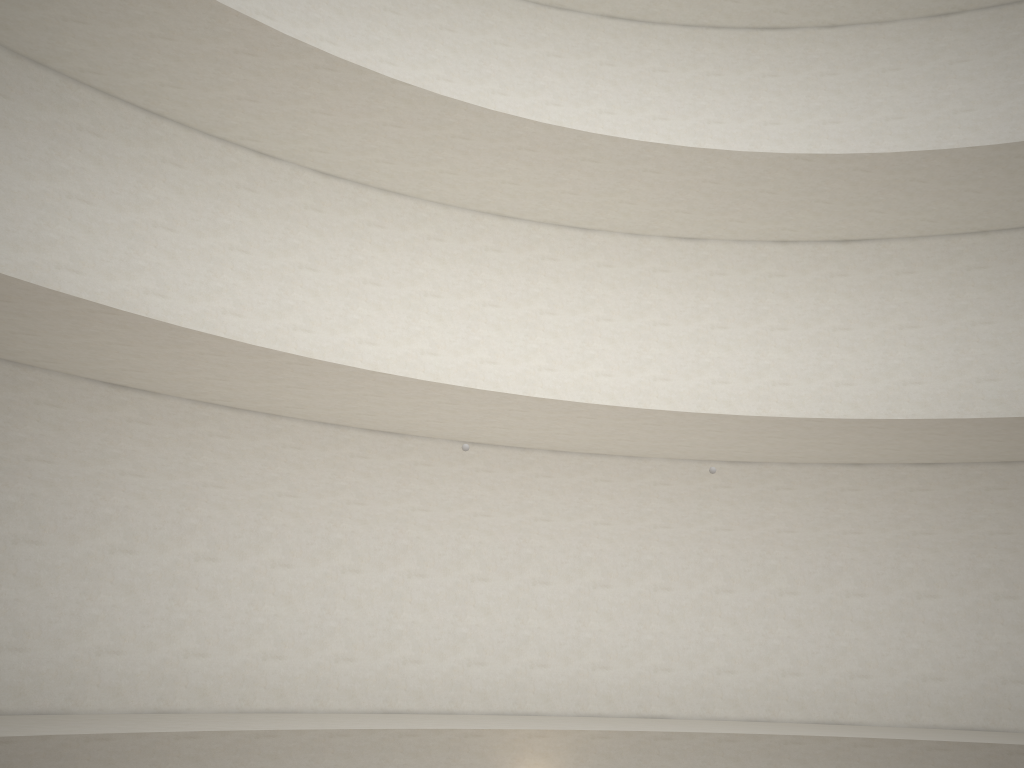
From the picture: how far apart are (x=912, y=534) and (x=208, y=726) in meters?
10.9 m

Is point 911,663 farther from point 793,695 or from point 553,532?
point 553,532
